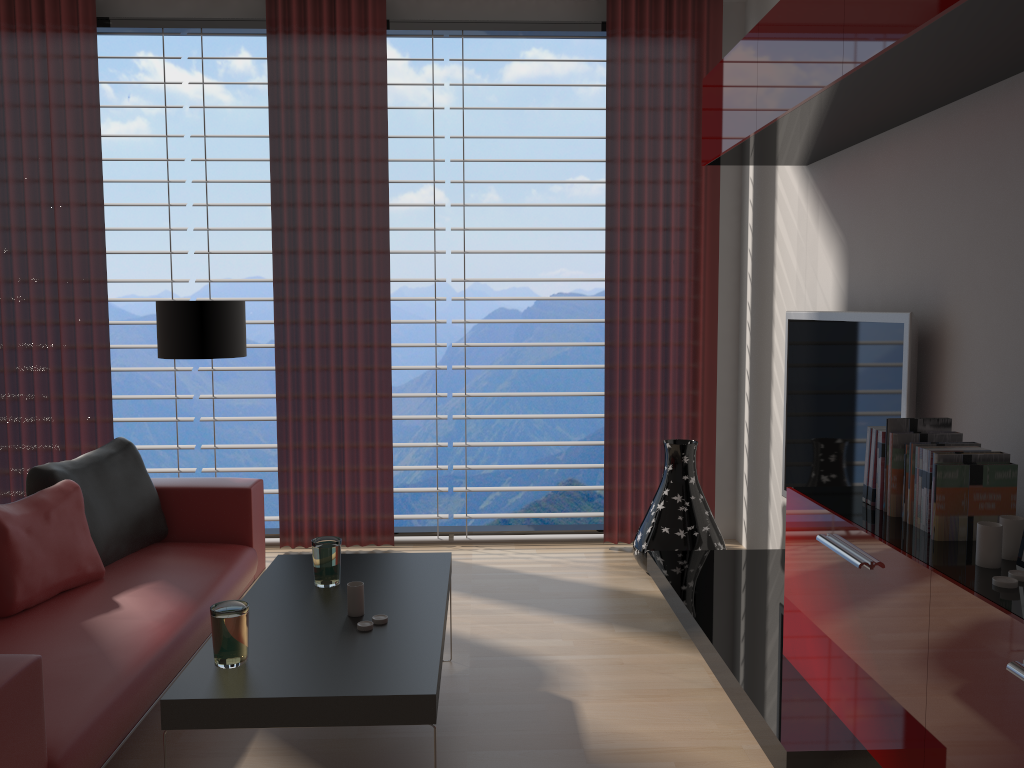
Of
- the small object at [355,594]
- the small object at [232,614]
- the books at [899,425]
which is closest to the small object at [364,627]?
the small object at [355,594]

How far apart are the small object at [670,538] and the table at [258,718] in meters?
2.0 m

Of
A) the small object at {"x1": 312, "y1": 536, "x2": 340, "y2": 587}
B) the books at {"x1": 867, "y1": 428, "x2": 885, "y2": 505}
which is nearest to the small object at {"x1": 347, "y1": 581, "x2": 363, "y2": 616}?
the small object at {"x1": 312, "y1": 536, "x2": 340, "y2": 587}

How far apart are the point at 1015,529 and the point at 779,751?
1.15m

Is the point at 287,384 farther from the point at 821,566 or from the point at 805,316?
the point at 821,566

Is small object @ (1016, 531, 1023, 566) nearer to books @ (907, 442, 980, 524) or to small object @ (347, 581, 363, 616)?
books @ (907, 442, 980, 524)

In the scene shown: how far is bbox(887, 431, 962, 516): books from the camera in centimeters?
335cm

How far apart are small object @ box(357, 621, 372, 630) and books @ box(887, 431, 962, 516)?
2.1m

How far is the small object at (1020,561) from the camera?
2.7m

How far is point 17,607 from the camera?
4.1 meters
